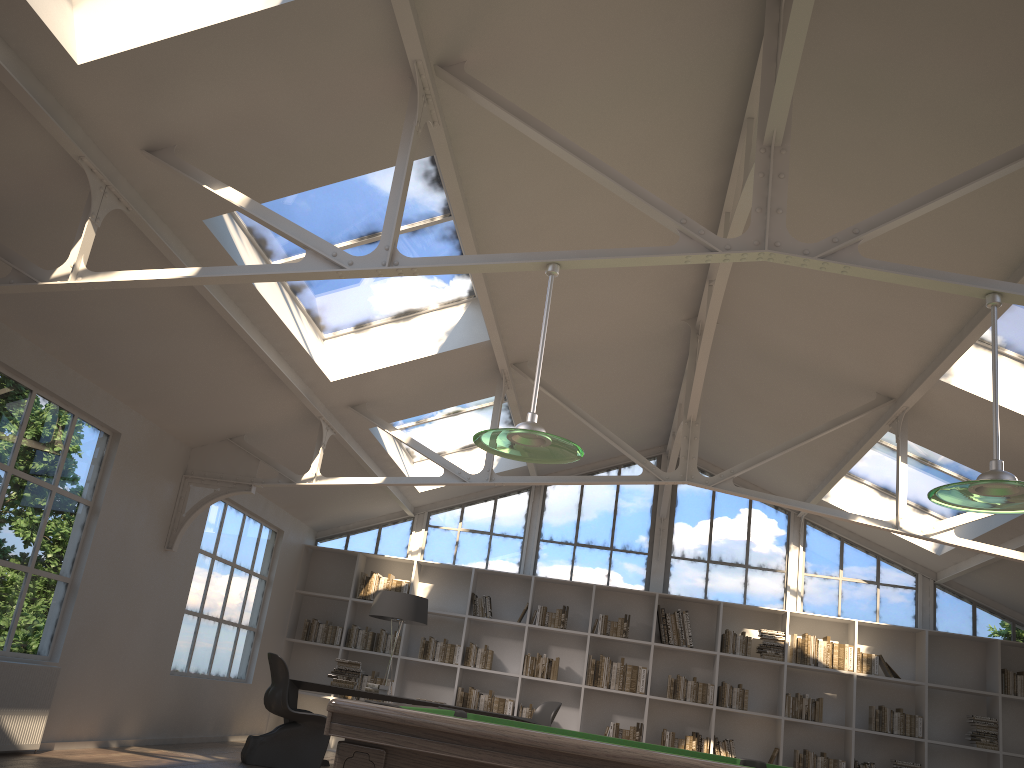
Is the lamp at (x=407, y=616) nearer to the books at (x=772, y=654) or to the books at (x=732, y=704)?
the books at (x=732, y=704)

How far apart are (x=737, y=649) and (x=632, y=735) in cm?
150

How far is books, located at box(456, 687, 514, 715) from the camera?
9.9m

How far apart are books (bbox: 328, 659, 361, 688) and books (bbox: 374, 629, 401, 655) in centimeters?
202cm

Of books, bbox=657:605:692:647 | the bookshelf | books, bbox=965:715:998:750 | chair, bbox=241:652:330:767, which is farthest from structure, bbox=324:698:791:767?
books, bbox=965:715:998:750

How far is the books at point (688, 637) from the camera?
9.99m

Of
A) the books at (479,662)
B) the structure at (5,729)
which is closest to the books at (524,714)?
the books at (479,662)

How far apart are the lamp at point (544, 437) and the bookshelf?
6.8 meters

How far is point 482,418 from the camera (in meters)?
9.93

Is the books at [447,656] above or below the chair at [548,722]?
above
